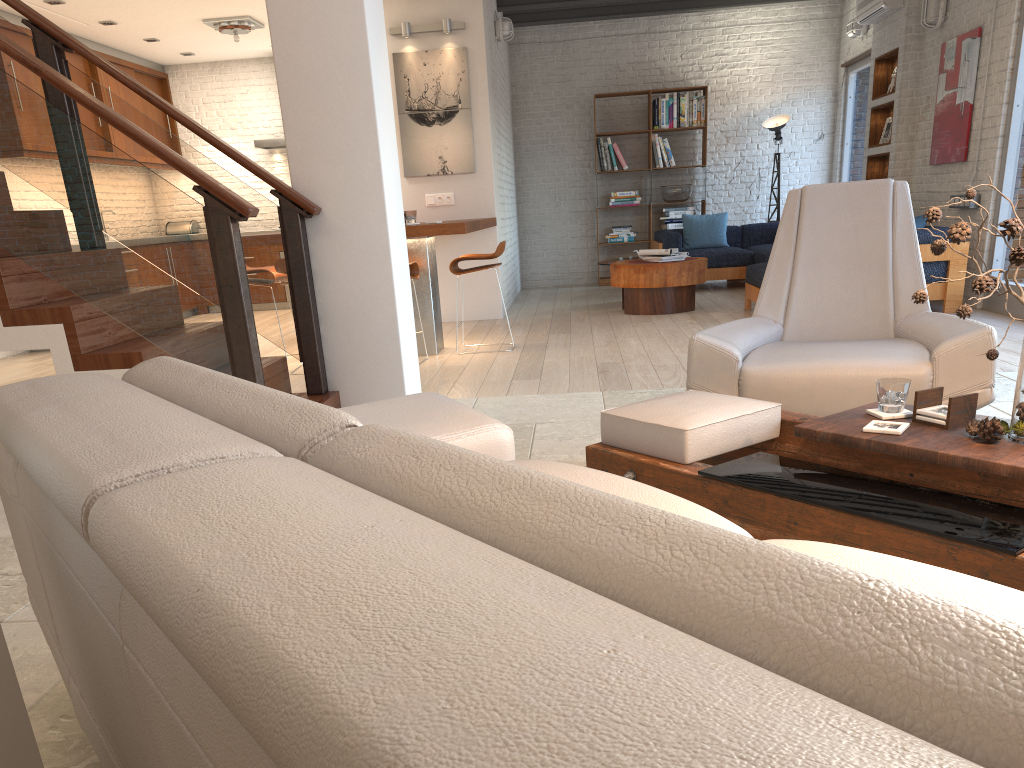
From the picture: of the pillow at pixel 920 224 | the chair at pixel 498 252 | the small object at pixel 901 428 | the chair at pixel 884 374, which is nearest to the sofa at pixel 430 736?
the small object at pixel 901 428

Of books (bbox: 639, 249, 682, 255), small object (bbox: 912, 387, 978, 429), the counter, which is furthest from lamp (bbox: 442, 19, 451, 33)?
small object (bbox: 912, 387, 978, 429)

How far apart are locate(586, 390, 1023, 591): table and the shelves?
7.19m

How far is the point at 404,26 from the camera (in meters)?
8.06

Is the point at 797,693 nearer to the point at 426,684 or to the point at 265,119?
the point at 426,684

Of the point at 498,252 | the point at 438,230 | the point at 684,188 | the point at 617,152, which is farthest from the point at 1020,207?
the point at 617,152

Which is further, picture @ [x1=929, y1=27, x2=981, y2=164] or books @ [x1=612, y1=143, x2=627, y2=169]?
books @ [x1=612, y1=143, x2=627, y2=169]

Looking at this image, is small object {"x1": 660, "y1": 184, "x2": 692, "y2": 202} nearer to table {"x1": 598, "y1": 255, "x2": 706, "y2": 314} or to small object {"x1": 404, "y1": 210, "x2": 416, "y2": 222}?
table {"x1": 598, "y1": 255, "x2": 706, "y2": 314}

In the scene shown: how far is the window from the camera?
6.7 meters

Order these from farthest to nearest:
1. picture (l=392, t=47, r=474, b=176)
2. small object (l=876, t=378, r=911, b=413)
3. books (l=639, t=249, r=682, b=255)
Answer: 1. books (l=639, t=249, r=682, b=255)
2. picture (l=392, t=47, r=474, b=176)
3. small object (l=876, t=378, r=911, b=413)
